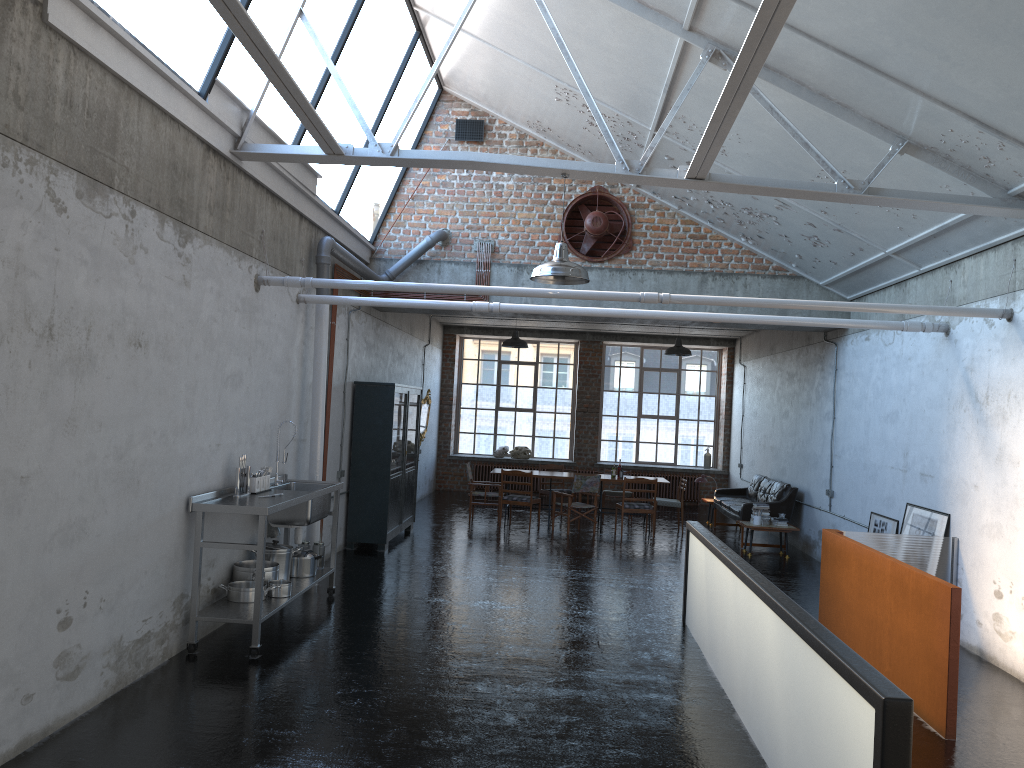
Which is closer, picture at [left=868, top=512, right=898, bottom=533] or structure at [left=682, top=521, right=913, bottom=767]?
structure at [left=682, top=521, right=913, bottom=767]

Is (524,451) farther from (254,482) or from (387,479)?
(254,482)

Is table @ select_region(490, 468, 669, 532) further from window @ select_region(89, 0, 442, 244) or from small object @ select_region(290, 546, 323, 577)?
small object @ select_region(290, 546, 323, 577)

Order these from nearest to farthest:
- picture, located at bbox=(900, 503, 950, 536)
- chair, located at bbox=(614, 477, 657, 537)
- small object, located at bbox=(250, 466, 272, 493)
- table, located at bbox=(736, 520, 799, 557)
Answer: small object, located at bbox=(250, 466, 272, 493)
picture, located at bbox=(900, 503, 950, 536)
table, located at bbox=(736, 520, 799, 557)
chair, located at bbox=(614, 477, 657, 537)

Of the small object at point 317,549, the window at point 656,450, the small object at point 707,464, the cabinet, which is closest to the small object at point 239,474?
the small object at point 317,549

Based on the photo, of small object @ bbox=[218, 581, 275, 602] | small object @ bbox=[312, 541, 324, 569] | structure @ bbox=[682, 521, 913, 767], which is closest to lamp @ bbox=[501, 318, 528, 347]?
small object @ bbox=[312, 541, 324, 569]

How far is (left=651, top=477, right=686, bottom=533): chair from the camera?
15.5m

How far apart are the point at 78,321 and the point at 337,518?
4.4 meters

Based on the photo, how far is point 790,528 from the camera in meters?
13.2 m

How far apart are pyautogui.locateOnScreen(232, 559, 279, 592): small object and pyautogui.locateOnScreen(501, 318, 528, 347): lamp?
8.37m
